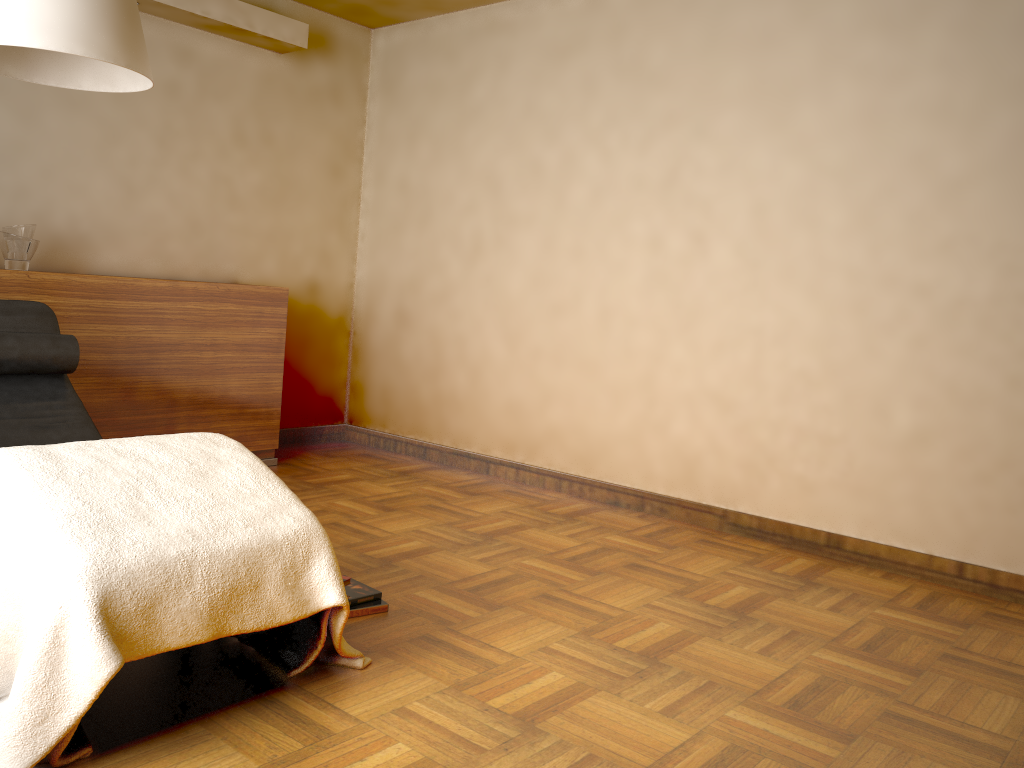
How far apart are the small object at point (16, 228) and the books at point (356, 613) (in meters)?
2.19

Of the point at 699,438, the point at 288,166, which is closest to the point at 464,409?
the point at 699,438

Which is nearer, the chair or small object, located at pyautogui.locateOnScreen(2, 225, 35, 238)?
the chair

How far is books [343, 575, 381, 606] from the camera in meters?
2.6

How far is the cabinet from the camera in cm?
367

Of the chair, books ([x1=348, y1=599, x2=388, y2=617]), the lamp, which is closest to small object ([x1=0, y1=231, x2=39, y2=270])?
the chair

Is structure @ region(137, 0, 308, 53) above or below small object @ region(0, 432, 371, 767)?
above

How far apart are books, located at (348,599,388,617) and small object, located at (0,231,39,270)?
2.1m

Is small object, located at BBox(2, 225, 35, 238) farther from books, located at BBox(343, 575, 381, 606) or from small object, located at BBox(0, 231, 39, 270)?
books, located at BBox(343, 575, 381, 606)

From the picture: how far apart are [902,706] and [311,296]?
3.8 meters
